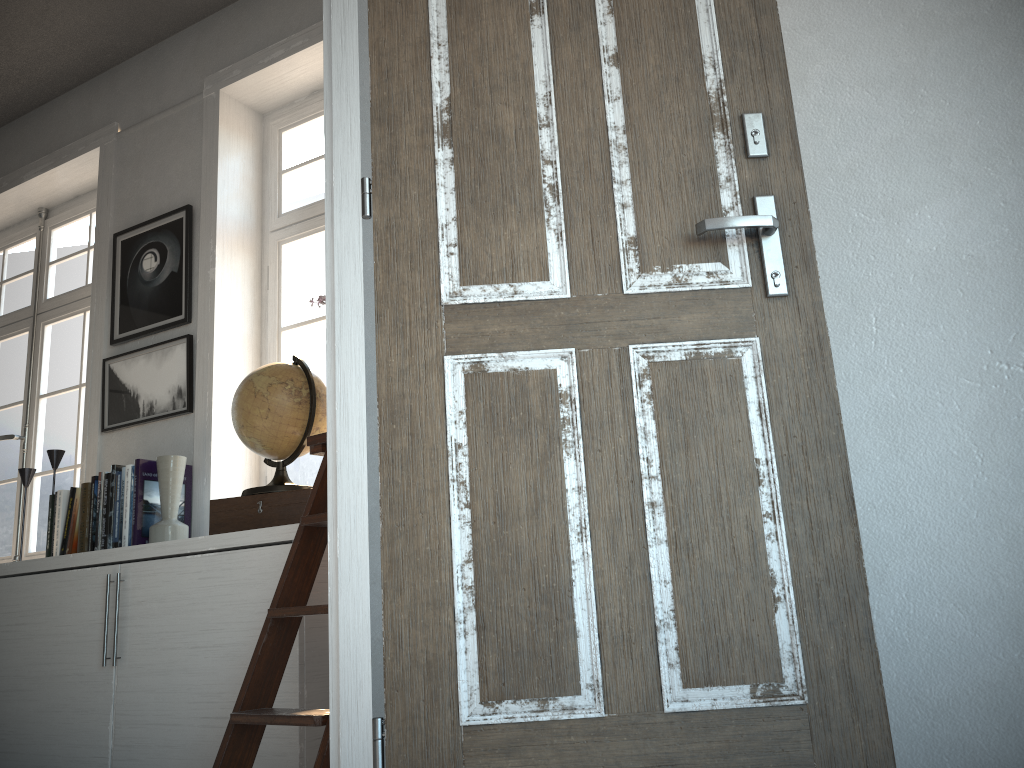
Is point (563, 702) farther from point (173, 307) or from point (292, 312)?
point (173, 307)

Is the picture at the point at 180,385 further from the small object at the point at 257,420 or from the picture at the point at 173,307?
the small object at the point at 257,420

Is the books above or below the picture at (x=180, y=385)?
below

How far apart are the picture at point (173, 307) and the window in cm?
28

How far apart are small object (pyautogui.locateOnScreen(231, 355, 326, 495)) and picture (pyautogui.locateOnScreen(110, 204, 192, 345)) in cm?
81

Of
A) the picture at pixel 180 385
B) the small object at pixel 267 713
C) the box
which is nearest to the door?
the small object at pixel 267 713

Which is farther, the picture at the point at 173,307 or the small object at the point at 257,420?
the picture at the point at 173,307

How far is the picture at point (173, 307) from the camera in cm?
347

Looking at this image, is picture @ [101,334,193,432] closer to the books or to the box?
the books

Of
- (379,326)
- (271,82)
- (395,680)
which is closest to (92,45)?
(271,82)
